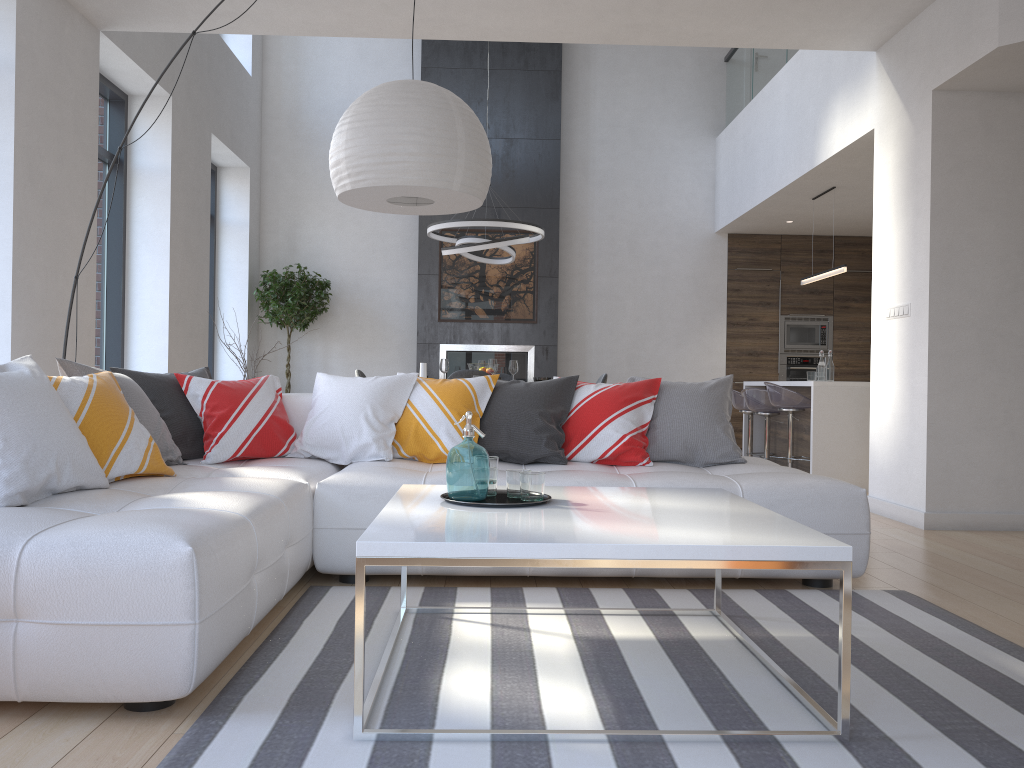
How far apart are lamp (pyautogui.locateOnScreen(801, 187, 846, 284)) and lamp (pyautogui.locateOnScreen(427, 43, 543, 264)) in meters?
2.5

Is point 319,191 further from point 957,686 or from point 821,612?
point 957,686

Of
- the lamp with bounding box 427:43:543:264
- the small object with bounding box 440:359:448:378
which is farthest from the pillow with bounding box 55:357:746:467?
the small object with bounding box 440:359:448:378

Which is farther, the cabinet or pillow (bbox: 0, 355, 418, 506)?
the cabinet

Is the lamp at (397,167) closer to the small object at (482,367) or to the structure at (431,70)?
the small object at (482,367)

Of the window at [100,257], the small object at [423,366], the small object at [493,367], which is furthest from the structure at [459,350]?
the small object at [423,366]

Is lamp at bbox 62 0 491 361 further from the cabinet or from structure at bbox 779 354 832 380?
structure at bbox 779 354 832 380

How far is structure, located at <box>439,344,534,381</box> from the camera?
9.4m

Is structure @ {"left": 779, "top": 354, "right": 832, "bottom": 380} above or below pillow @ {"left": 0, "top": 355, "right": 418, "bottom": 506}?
above

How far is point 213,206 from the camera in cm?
917
